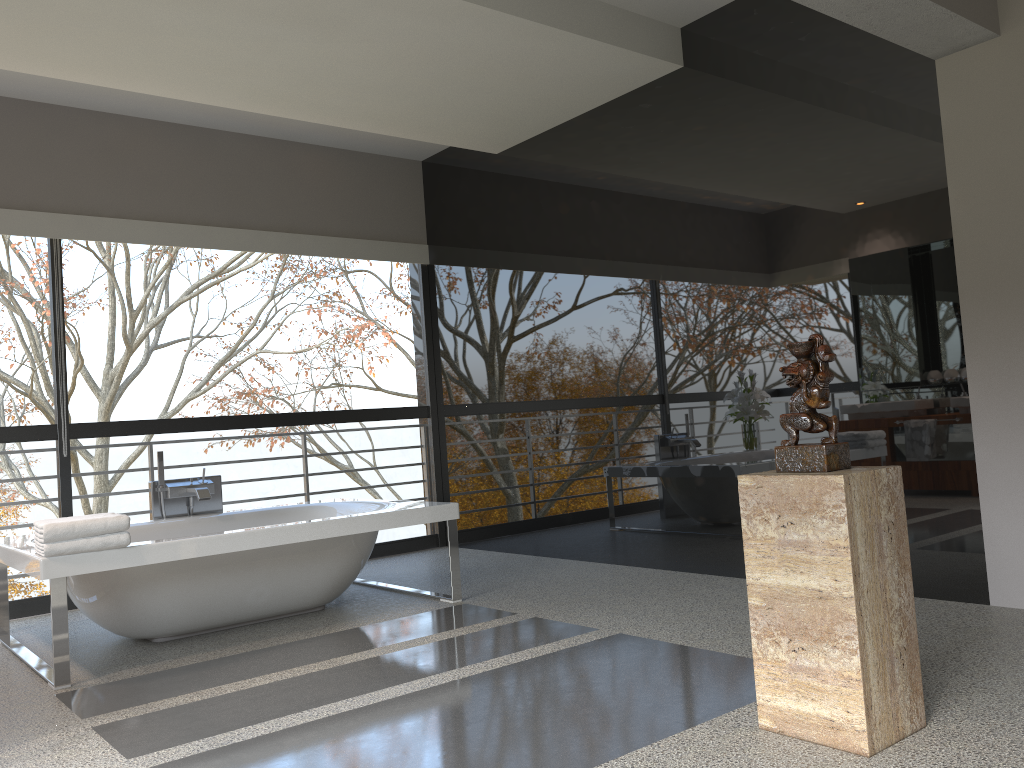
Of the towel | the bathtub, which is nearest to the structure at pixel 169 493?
the bathtub

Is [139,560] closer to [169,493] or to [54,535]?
[54,535]

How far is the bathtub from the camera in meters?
3.6

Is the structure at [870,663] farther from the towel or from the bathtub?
the towel

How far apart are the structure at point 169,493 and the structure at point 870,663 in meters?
3.4

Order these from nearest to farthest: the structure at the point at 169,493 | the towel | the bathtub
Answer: the towel → the bathtub → the structure at the point at 169,493

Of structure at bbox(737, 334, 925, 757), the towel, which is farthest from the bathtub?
structure at bbox(737, 334, 925, 757)

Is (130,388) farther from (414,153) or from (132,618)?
(132,618)

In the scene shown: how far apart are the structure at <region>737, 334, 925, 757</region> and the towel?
2.47m

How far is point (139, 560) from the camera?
3.62m
